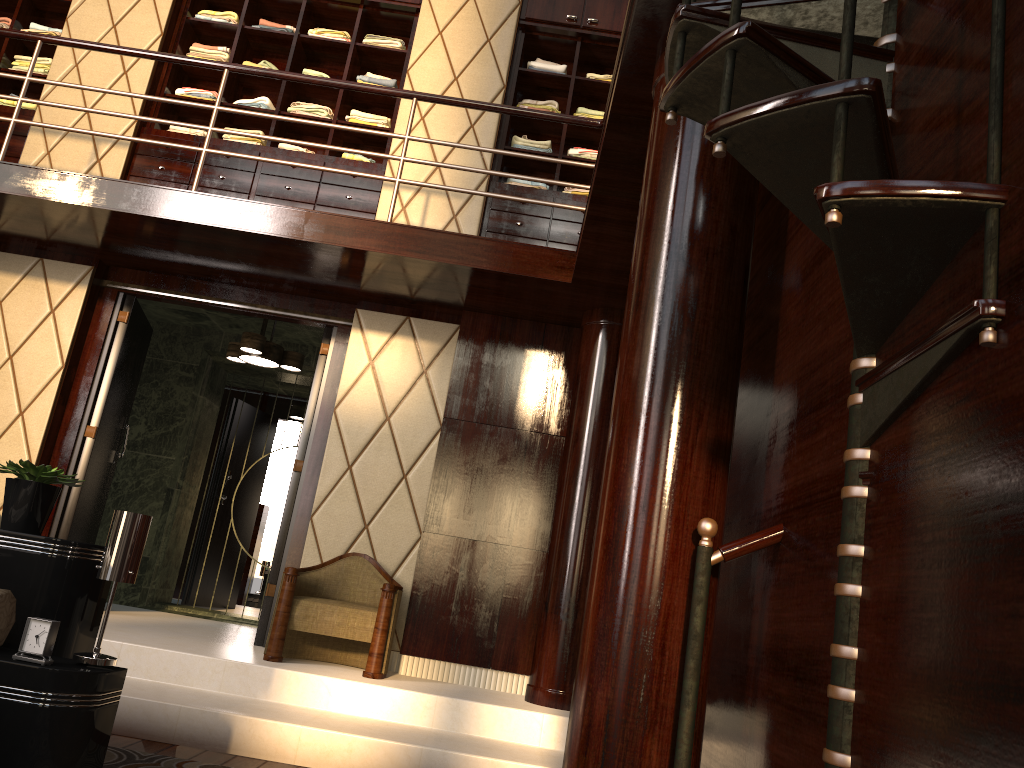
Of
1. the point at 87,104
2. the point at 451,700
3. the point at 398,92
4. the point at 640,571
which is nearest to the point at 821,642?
the point at 640,571

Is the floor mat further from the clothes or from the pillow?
the clothes

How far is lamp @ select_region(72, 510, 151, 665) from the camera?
2.28m

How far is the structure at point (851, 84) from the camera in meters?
1.3

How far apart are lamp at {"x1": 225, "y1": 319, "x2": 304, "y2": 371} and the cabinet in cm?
87

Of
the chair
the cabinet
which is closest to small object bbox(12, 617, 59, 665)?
the chair

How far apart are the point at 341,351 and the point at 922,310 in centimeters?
395cm

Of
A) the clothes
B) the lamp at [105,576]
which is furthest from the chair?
the clothes

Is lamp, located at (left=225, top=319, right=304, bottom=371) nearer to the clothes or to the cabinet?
the cabinet

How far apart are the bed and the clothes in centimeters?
355cm
